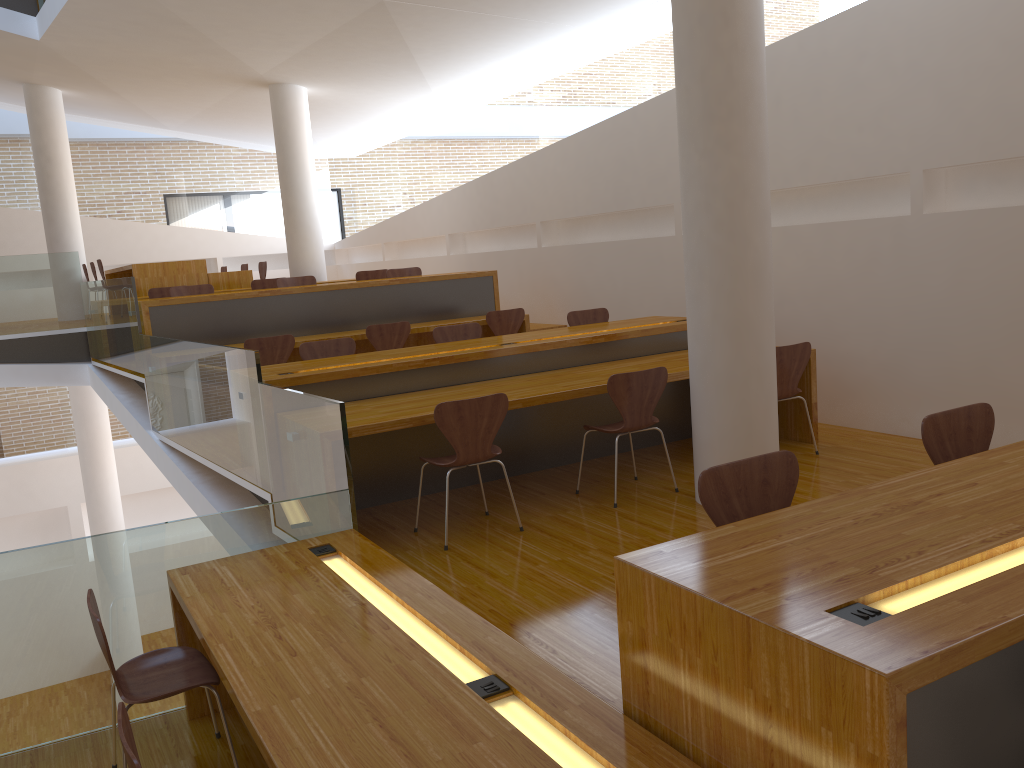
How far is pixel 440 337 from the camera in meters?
6.4

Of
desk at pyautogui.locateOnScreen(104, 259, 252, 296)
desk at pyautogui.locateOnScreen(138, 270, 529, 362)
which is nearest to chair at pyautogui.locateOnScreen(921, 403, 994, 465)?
desk at pyautogui.locateOnScreen(138, 270, 529, 362)

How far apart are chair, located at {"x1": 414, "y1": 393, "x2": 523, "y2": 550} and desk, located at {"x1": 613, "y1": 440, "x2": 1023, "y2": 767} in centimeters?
201cm

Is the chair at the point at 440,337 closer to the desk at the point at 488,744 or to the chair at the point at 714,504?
the desk at the point at 488,744

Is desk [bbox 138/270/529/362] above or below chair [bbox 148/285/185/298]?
below

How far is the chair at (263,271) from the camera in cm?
1088

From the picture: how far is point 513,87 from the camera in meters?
9.4 m

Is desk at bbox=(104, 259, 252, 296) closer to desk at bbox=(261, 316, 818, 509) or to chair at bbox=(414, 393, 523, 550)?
desk at bbox=(261, 316, 818, 509)

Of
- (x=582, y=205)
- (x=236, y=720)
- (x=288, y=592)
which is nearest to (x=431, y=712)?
(x=288, y=592)

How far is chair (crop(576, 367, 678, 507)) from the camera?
4.55m
